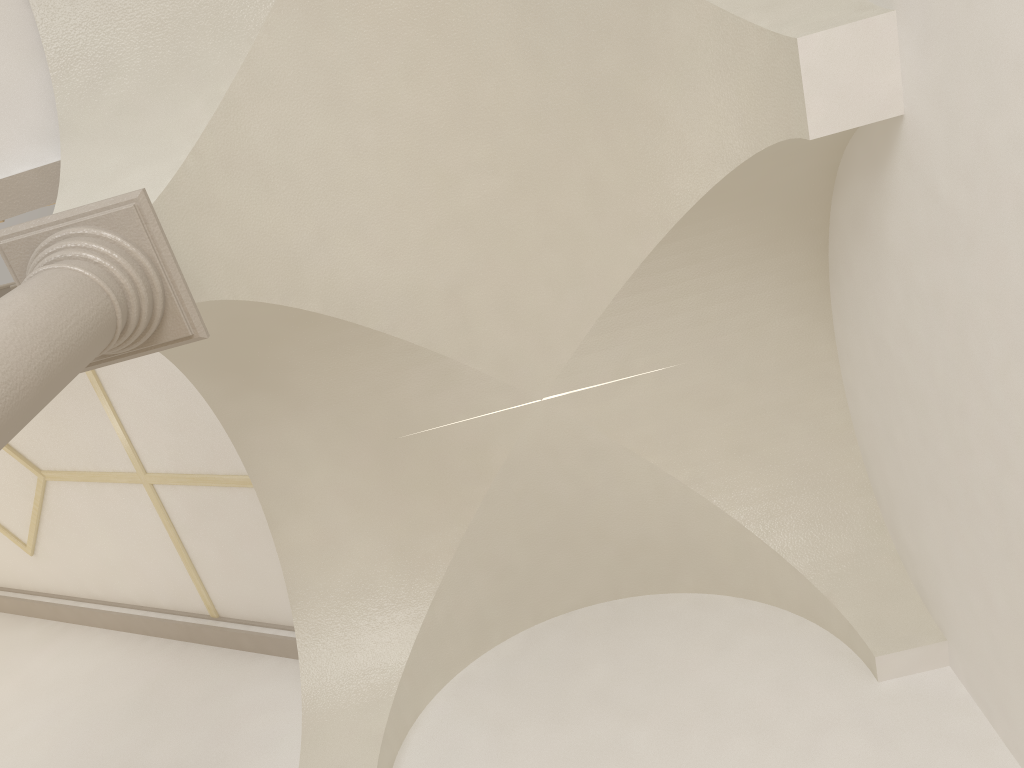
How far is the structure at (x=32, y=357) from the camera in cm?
291

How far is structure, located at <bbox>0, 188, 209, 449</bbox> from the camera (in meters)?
2.91

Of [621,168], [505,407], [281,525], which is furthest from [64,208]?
[621,168]
